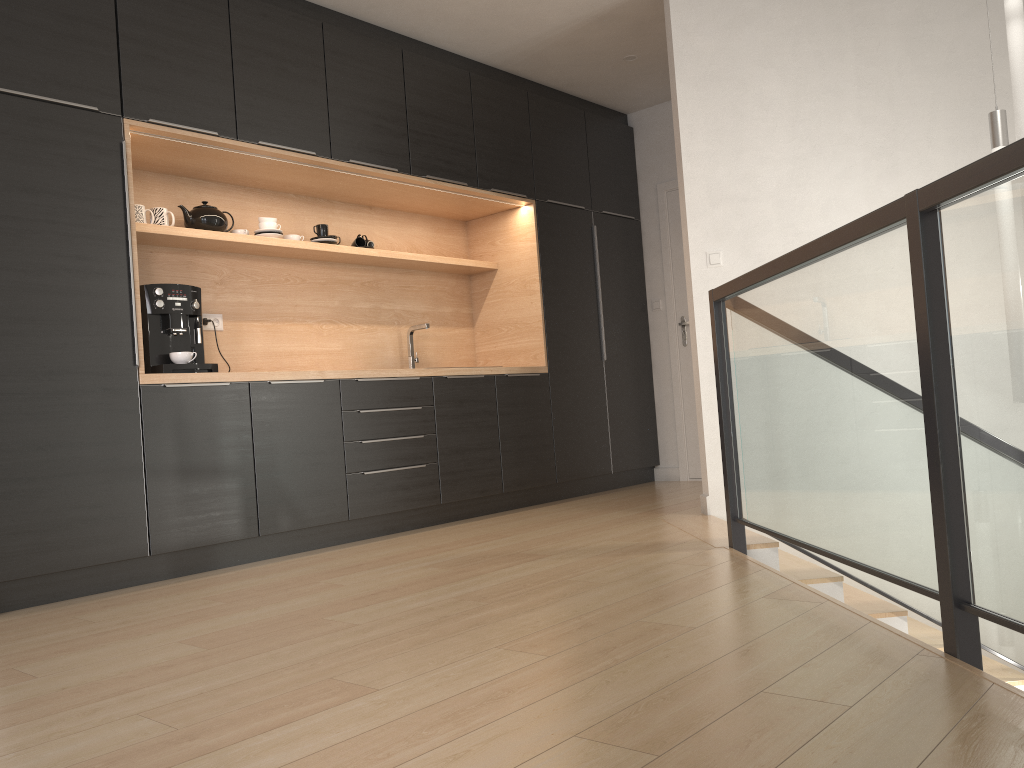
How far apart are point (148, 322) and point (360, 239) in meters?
1.6

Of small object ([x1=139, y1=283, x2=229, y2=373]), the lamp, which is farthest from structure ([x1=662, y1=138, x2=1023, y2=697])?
small object ([x1=139, y1=283, x2=229, y2=373])

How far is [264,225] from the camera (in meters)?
4.53

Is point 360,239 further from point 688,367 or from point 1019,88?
point 1019,88

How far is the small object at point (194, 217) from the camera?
4.3 meters

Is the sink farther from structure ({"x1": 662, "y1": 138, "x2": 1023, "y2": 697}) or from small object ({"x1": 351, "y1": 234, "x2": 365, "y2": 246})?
structure ({"x1": 662, "y1": 138, "x2": 1023, "y2": 697})

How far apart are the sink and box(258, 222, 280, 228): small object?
1.1m

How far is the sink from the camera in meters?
5.3

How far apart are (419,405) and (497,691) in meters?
2.9 m

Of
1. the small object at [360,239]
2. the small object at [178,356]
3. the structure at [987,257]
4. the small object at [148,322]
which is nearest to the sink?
the small object at [360,239]
